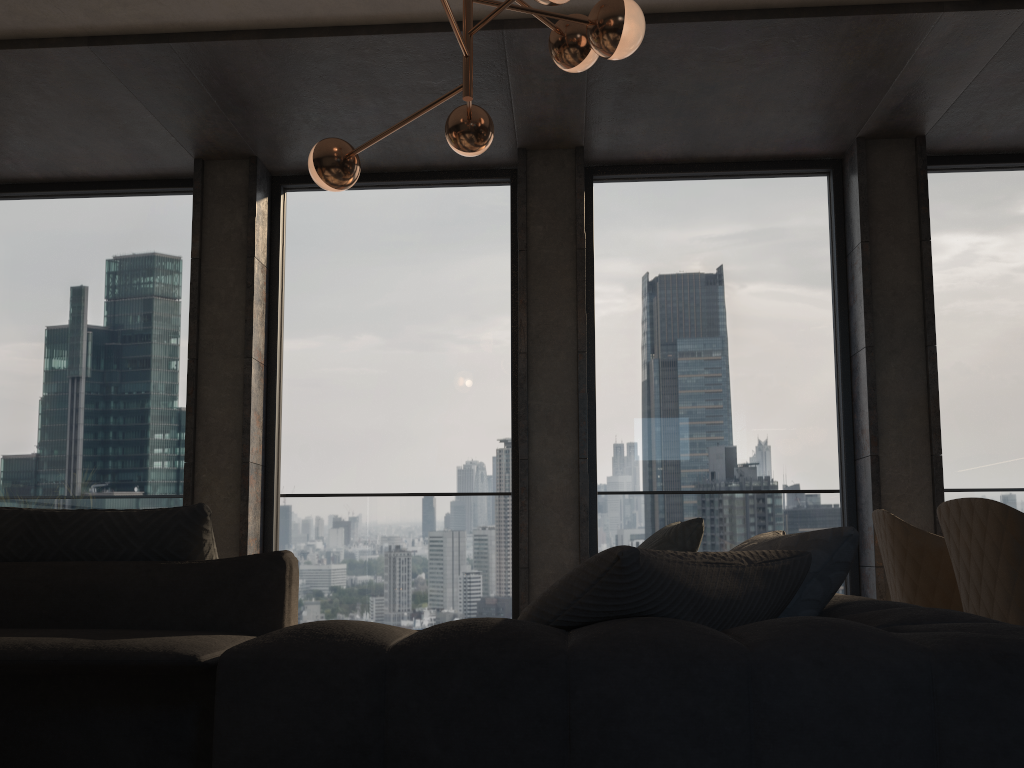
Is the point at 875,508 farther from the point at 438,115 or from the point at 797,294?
the point at 438,115

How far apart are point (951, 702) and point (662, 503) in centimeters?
416cm

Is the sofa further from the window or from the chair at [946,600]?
the window

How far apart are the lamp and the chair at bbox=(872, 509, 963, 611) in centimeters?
178cm

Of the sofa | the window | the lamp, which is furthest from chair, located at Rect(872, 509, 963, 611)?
the window

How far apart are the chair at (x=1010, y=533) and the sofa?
0.79m

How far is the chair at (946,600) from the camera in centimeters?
285cm

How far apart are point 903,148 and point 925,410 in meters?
1.5 m

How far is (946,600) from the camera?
2.8 meters

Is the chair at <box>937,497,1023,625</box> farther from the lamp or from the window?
the window
